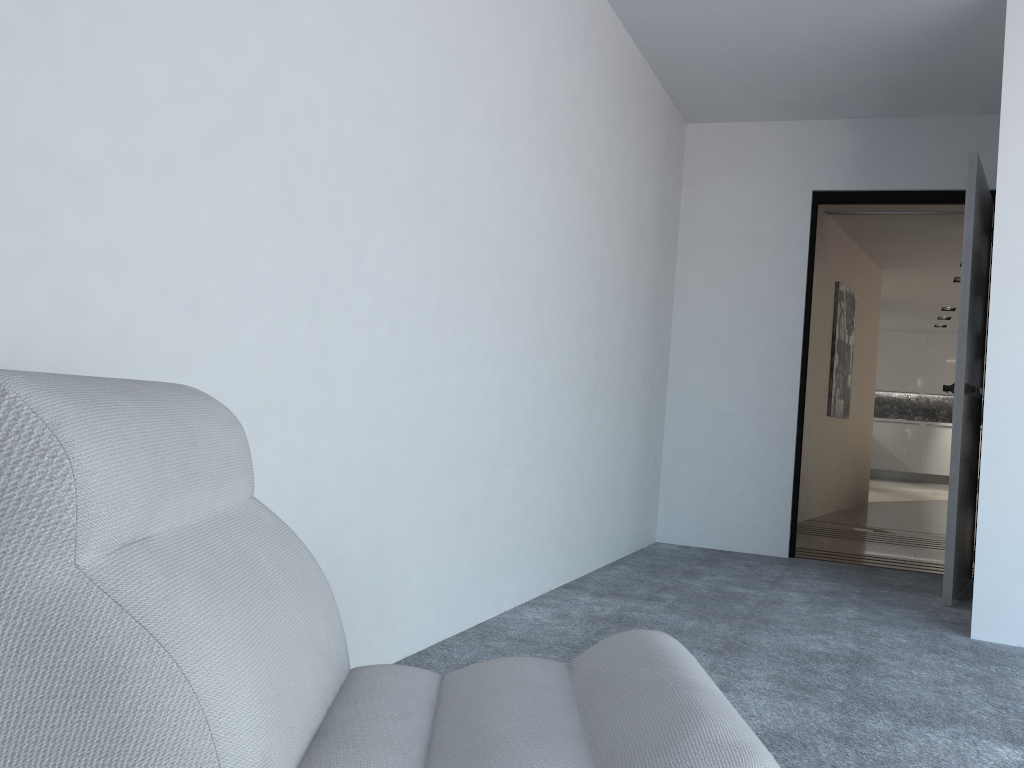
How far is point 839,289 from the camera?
7.37m

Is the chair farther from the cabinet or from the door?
the cabinet

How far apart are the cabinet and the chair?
14.0m

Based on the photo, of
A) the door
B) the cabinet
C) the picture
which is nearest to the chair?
the door

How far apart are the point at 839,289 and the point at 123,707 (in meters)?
7.33

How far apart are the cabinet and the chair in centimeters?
1404cm

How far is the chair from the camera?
0.8m

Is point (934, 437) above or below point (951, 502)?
above

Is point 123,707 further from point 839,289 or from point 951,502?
point 839,289

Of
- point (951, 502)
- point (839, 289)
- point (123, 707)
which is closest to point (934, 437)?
point (839, 289)
